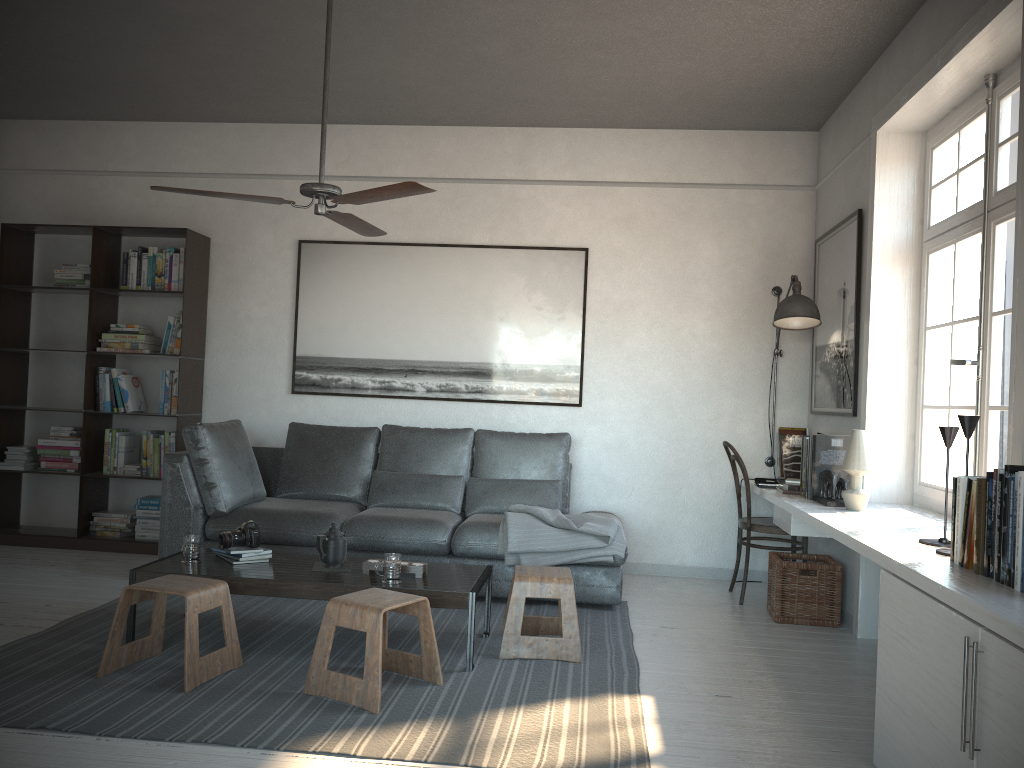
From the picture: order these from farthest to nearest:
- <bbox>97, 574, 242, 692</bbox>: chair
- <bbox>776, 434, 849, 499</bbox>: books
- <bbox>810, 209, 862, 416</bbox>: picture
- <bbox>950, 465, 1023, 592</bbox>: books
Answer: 1. <bbox>810, 209, 862, 416</bbox>: picture
2. <bbox>776, 434, 849, 499</bbox>: books
3. <bbox>97, 574, 242, 692</bbox>: chair
4. <bbox>950, 465, 1023, 592</bbox>: books

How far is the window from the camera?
3.5 meters

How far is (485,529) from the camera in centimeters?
474cm

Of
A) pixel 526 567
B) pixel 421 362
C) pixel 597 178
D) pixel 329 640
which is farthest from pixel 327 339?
pixel 329 640

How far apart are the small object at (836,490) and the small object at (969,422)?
1.03m

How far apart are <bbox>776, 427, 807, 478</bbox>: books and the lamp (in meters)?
0.10

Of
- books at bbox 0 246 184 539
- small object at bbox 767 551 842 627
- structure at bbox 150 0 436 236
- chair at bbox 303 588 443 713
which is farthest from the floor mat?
structure at bbox 150 0 436 236

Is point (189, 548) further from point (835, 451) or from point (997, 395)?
point (997, 395)

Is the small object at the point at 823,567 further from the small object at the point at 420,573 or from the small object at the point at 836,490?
the small object at the point at 420,573

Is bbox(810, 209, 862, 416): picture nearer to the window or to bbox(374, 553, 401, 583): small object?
the window
